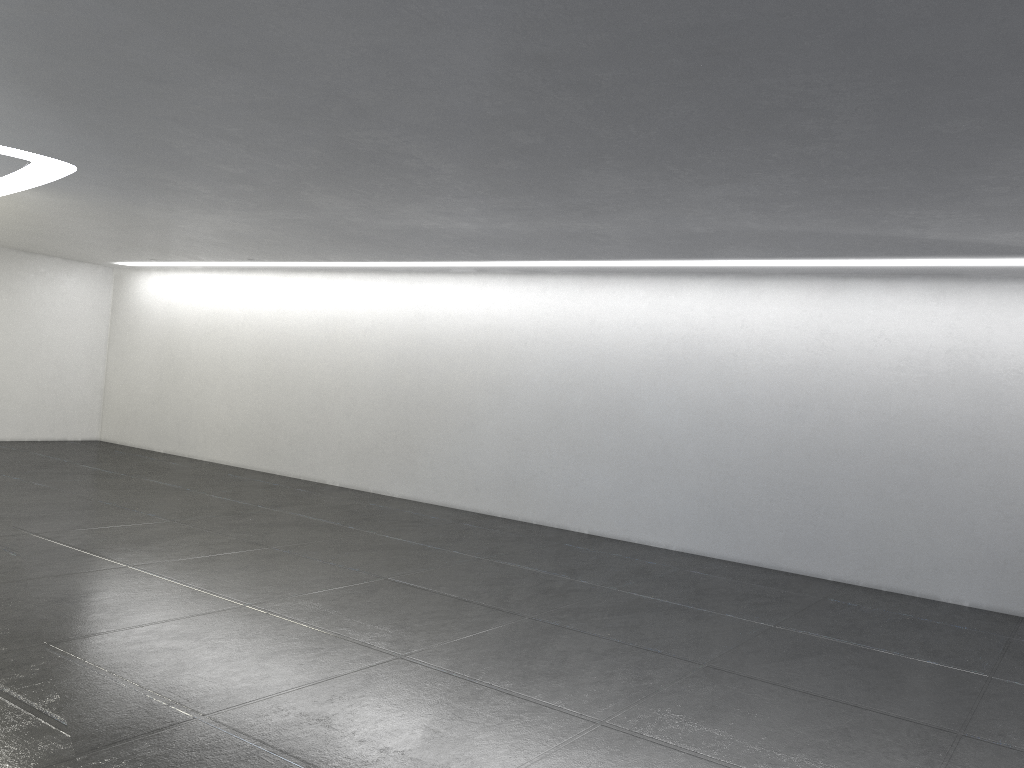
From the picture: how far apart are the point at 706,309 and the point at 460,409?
4.37m
